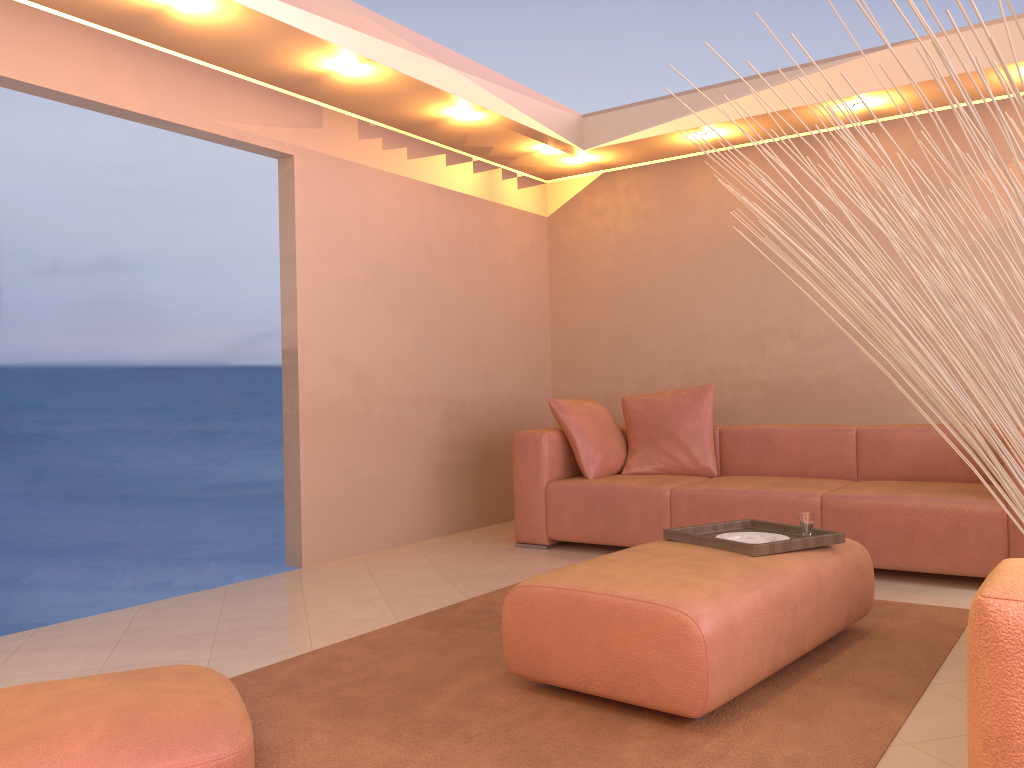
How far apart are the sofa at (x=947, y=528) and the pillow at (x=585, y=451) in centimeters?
5cm

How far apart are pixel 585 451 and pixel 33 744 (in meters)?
3.50

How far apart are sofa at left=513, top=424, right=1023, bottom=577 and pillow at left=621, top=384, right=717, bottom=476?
0.07m

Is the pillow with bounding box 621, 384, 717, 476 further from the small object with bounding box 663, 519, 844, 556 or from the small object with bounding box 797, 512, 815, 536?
the small object with bounding box 797, 512, 815, 536

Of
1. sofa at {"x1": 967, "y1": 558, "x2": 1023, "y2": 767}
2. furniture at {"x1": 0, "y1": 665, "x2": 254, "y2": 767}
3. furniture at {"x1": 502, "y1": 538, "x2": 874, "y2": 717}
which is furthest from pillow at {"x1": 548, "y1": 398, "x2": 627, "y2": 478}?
sofa at {"x1": 967, "y1": 558, "x2": 1023, "y2": 767}

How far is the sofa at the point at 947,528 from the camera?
3.8m

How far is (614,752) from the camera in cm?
213

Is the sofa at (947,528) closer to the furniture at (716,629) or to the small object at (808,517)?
the furniture at (716,629)

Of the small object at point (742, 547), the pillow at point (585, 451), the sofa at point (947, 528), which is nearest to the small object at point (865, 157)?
the small object at point (742, 547)

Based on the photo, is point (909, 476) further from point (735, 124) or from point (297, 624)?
point (735, 124)
